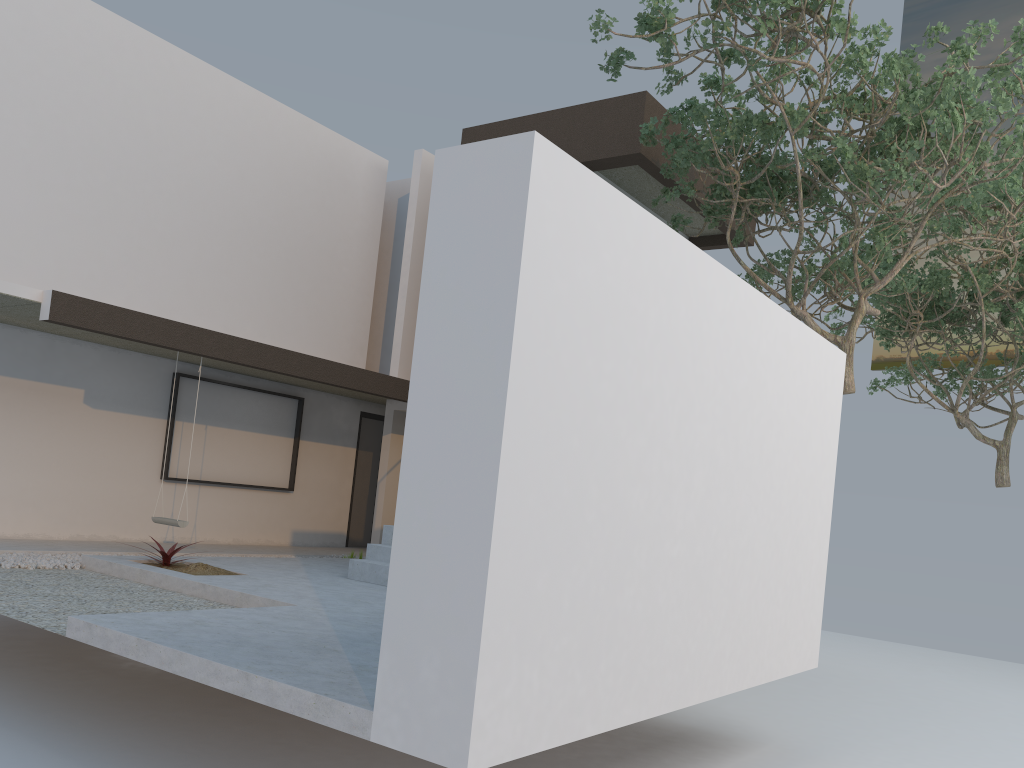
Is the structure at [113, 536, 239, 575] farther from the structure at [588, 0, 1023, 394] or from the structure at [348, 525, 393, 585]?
the structure at [588, 0, 1023, 394]

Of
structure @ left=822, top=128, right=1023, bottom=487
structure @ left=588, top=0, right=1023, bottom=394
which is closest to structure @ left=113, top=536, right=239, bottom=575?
structure @ left=588, top=0, right=1023, bottom=394

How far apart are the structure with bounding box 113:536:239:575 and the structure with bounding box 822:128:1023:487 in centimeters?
910cm

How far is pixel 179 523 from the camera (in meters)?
8.73

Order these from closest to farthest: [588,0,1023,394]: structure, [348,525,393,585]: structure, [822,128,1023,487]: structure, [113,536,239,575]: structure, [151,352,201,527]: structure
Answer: [588,0,1023,394]: structure < [113,536,239,575]: structure < [348,525,393,585]: structure < [151,352,201,527]: structure < [822,128,1023,487]: structure

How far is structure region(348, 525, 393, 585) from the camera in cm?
784

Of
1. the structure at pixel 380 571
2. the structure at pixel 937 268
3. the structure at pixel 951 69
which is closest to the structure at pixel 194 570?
the structure at pixel 380 571

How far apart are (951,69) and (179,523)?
8.0 meters

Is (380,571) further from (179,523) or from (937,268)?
(937,268)

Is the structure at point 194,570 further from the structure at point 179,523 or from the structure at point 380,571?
the structure at point 380,571
